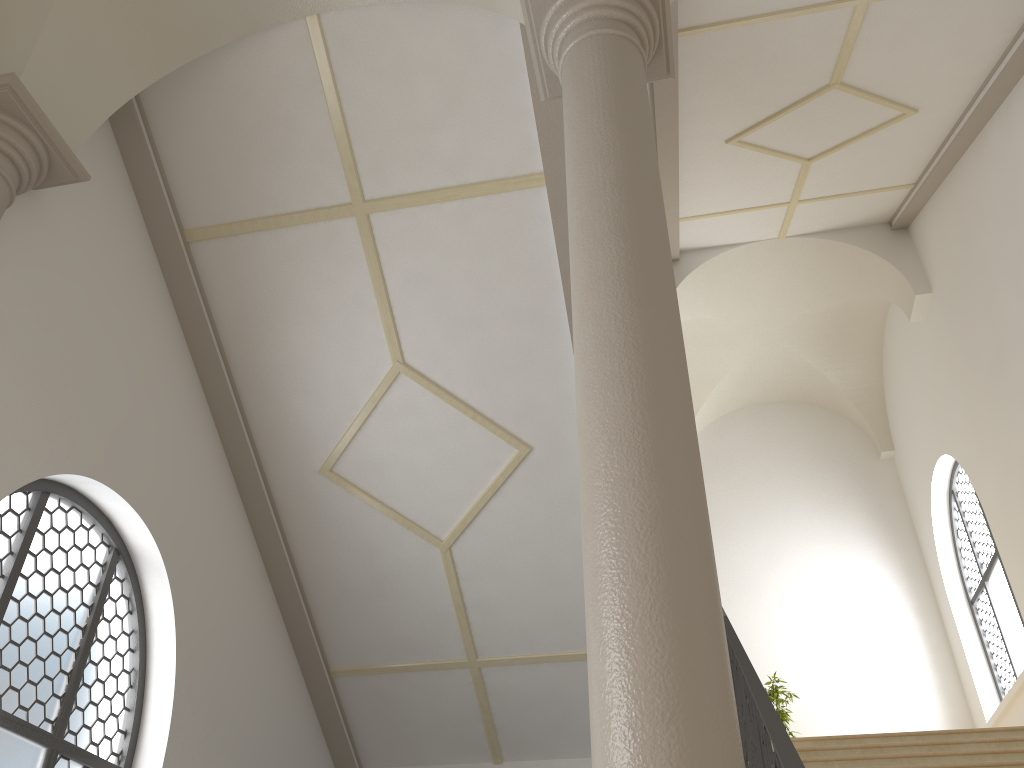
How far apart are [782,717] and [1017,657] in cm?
264

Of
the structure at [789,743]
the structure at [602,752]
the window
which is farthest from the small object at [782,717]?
the structure at [602,752]

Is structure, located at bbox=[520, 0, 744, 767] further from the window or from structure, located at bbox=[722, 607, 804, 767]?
the window

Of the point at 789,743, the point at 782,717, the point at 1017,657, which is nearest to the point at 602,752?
the point at 789,743

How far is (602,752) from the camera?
2.2m

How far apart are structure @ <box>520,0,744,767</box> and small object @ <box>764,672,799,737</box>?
8.12m

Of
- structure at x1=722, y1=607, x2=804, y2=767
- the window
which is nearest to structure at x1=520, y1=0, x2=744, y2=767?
structure at x1=722, y1=607, x2=804, y2=767

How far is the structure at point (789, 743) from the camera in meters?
3.2

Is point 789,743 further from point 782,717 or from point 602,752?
point 782,717

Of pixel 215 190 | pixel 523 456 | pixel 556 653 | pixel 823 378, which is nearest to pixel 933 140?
pixel 823 378
